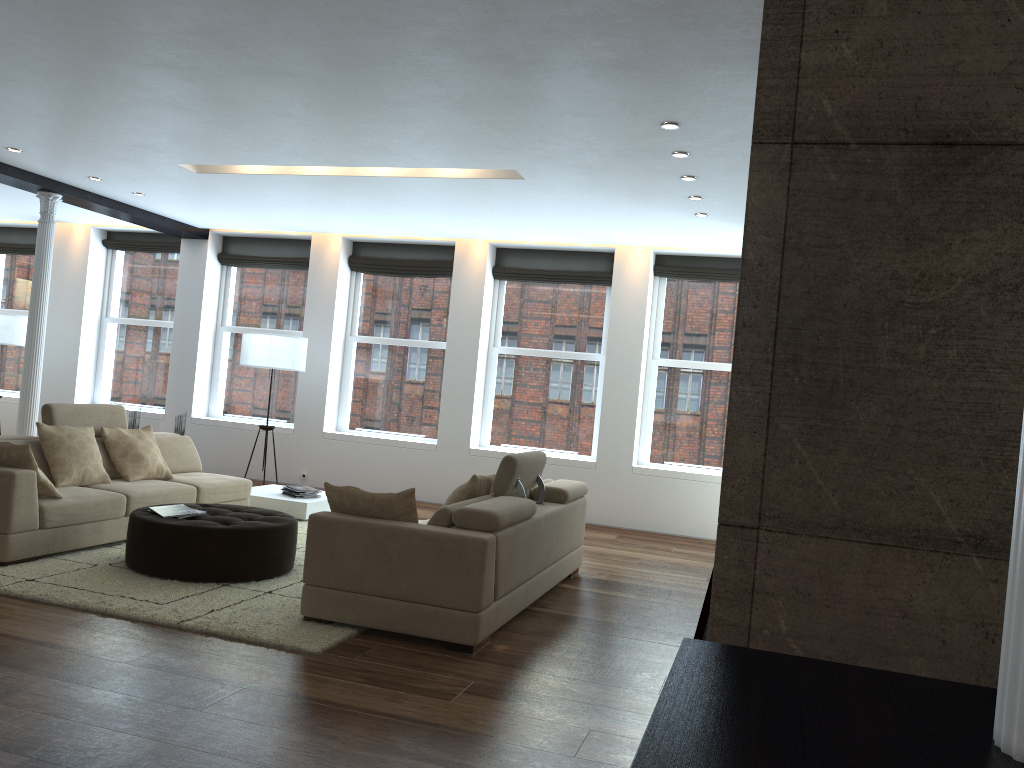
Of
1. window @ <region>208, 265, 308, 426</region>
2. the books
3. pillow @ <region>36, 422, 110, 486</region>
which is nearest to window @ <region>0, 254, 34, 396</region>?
window @ <region>208, 265, 308, 426</region>

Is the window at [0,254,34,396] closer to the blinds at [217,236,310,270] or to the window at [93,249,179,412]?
the window at [93,249,179,412]

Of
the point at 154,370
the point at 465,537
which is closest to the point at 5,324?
the point at 154,370

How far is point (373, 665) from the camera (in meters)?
4.12

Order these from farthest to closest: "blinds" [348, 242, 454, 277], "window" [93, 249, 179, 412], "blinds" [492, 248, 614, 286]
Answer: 1. "window" [93, 249, 179, 412]
2. "blinds" [348, 242, 454, 277]
3. "blinds" [492, 248, 614, 286]

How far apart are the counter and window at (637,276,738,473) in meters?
8.3

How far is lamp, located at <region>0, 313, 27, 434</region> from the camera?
10.5 meters

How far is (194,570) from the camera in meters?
5.3

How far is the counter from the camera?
1.0m

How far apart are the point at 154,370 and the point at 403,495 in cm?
808
